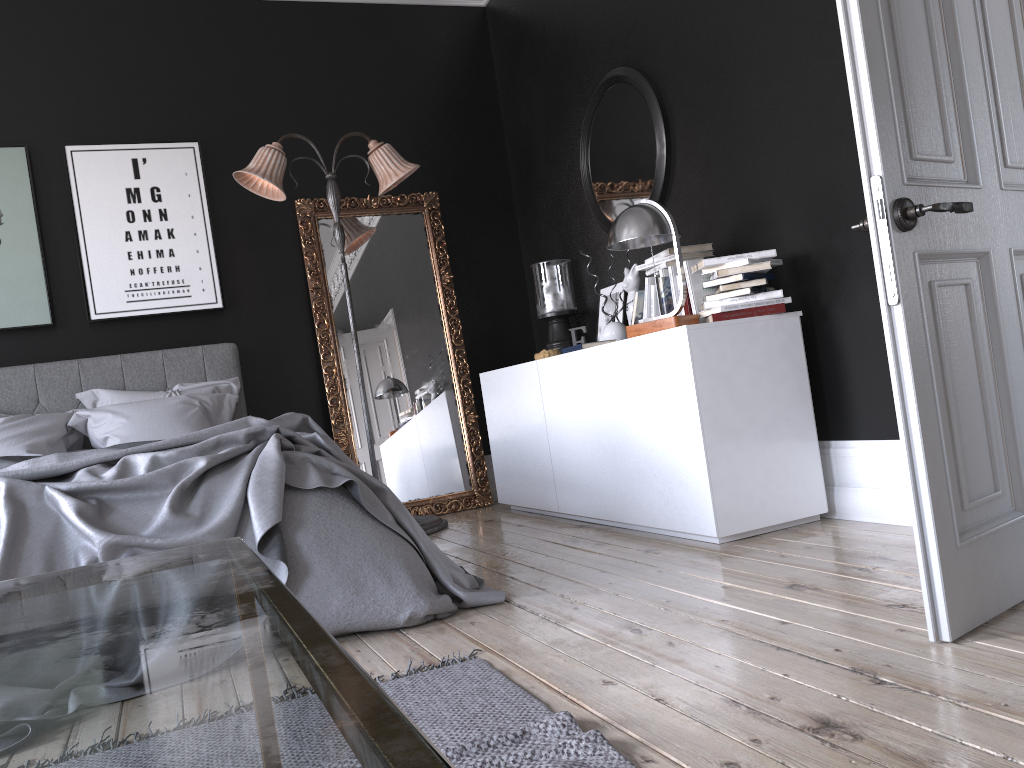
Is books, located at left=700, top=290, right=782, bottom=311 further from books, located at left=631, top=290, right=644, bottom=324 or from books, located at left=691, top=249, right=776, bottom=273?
books, located at left=631, top=290, right=644, bottom=324

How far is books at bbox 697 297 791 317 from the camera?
3.6m

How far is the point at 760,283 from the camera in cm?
364

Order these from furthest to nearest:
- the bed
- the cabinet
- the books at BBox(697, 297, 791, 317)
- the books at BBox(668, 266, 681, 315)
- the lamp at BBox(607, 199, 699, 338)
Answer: the books at BBox(668, 266, 681, 315) < the lamp at BBox(607, 199, 699, 338) < the books at BBox(697, 297, 791, 317) < the cabinet < the bed

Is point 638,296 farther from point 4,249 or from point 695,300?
point 4,249

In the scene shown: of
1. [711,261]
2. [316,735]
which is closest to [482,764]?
[316,735]

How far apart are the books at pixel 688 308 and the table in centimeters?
303cm

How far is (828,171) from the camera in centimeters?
356cm

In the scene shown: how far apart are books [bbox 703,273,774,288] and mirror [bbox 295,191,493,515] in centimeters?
260cm

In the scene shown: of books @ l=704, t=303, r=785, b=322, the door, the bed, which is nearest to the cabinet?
books @ l=704, t=303, r=785, b=322
